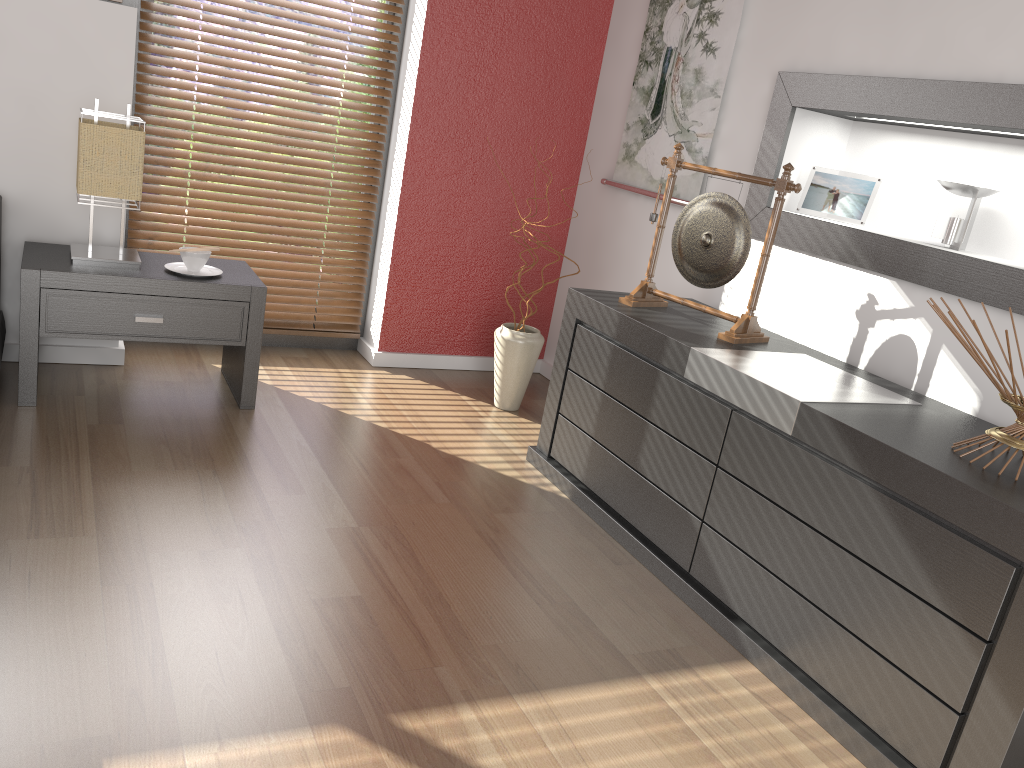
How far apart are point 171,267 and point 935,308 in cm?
226

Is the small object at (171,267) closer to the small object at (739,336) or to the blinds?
the blinds

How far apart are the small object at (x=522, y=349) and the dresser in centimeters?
48cm

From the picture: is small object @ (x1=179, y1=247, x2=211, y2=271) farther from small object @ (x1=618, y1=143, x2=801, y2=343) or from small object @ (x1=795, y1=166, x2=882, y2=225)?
small object @ (x1=795, y1=166, x2=882, y2=225)

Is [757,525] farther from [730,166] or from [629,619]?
[730,166]

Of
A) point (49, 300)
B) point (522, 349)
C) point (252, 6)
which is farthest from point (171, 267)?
point (522, 349)

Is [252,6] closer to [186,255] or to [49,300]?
[186,255]

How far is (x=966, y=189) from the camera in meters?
2.3 m

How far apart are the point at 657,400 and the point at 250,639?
1.2 meters

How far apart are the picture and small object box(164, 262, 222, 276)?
1.6 meters
